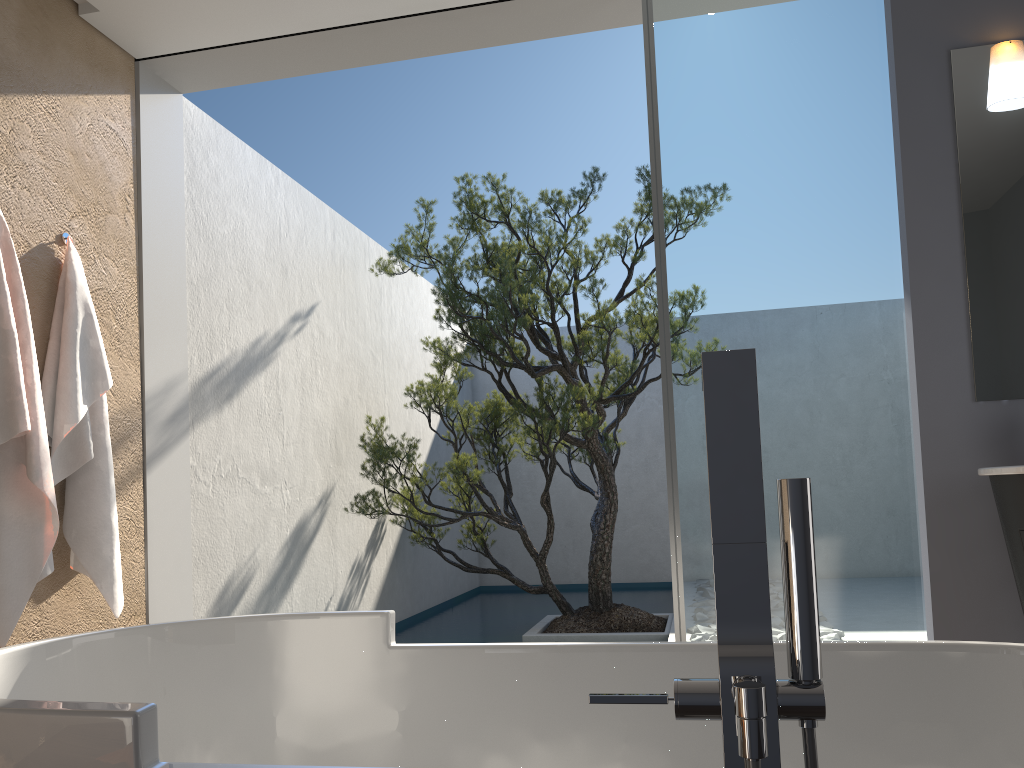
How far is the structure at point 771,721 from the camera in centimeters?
84cm

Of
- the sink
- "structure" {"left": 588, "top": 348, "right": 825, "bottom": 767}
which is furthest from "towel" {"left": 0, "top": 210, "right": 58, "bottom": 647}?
the sink

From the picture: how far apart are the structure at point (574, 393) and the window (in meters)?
1.81

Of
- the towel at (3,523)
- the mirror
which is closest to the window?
the mirror

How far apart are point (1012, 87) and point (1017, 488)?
1.5m

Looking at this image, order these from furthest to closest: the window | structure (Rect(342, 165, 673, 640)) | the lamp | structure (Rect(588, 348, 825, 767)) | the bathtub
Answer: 1. structure (Rect(342, 165, 673, 640))
2. the window
3. the lamp
4. the bathtub
5. structure (Rect(588, 348, 825, 767))

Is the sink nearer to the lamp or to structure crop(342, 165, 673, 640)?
the lamp

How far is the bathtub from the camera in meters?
Result: 1.6 m

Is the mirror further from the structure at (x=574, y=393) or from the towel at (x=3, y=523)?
the towel at (x=3, y=523)

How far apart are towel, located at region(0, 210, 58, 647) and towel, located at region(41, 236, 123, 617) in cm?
14
